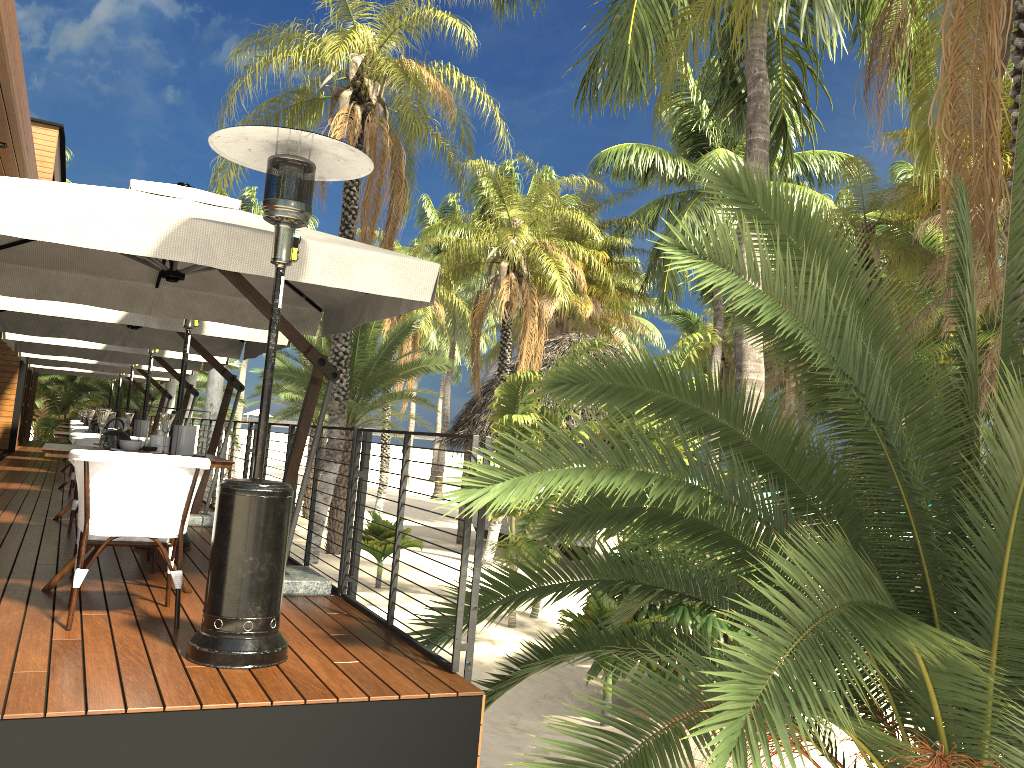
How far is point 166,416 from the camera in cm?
480

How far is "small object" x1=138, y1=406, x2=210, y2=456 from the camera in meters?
5.0 m

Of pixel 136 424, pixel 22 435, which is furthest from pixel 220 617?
pixel 22 435

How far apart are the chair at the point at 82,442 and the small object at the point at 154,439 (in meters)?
0.93

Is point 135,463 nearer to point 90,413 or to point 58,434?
point 58,434

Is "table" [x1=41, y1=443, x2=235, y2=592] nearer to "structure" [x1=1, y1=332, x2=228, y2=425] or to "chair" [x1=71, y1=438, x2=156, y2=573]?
"chair" [x1=71, y1=438, x2=156, y2=573]

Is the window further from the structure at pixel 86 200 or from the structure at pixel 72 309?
the structure at pixel 86 200

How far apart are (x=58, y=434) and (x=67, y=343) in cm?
286

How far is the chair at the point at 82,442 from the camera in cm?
568

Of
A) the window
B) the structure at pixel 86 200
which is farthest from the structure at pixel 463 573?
the window
